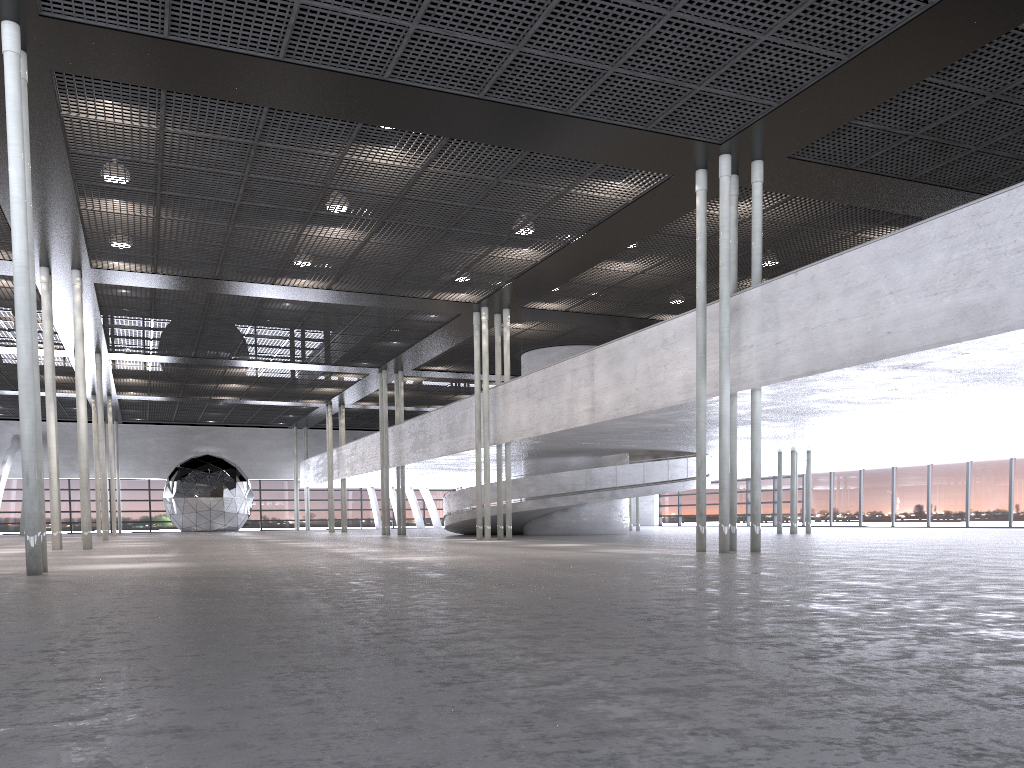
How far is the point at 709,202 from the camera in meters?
18.1

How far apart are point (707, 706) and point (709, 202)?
16.5m
